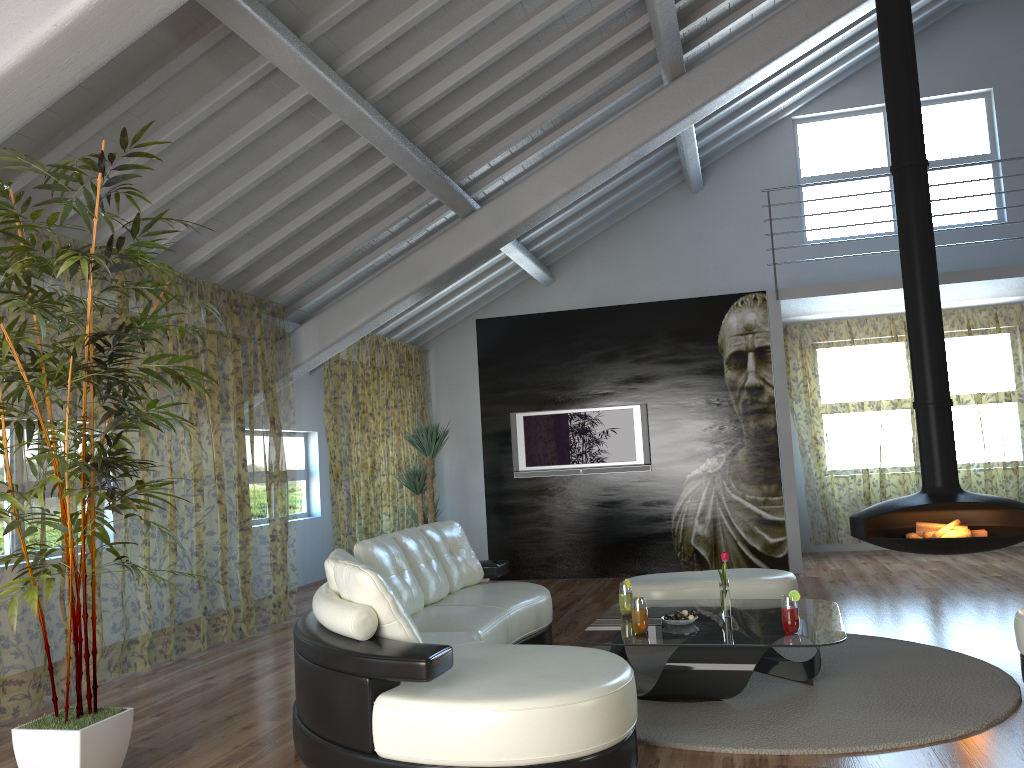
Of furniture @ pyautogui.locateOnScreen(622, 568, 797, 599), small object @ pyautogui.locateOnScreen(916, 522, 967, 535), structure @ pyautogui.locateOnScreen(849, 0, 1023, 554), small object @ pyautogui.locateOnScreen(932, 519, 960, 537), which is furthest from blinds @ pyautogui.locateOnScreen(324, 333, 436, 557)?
small object @ pyautogui.locateOnScreen(932, 519, 960, 537)

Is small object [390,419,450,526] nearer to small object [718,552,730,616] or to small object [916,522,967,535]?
small object [718,552,730,616]

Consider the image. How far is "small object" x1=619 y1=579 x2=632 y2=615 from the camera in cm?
465

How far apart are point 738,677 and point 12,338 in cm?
323

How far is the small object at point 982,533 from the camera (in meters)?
5.88

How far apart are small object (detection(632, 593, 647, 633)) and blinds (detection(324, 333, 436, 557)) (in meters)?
4.56

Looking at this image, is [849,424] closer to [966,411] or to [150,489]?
[966,411]

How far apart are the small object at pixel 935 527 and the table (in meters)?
1.65

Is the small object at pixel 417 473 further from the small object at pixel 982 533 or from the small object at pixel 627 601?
the small object at pixel 982 533

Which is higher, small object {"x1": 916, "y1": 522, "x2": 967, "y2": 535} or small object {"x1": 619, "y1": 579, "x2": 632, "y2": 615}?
small object {"x1": 916, "y1": 522, "x2": 967, "y2": 535}
